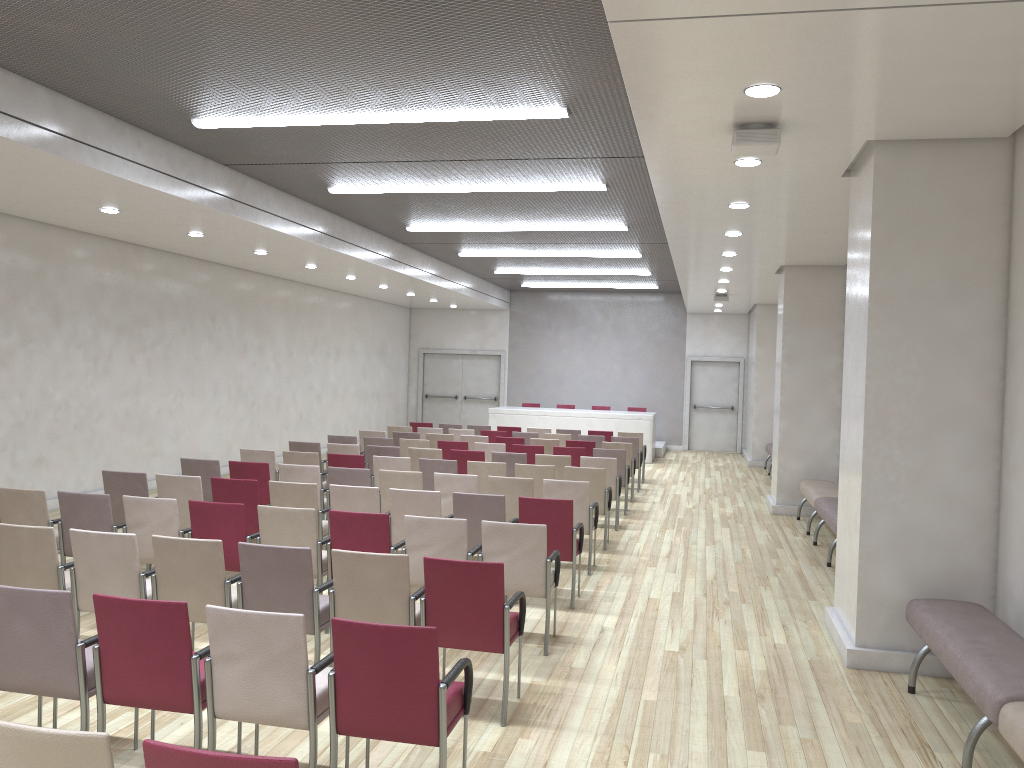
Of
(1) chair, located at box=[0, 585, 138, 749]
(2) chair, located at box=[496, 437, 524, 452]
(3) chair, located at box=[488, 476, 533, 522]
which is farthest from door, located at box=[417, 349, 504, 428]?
(1) chair, located at box=[0, 585, 138, 749]

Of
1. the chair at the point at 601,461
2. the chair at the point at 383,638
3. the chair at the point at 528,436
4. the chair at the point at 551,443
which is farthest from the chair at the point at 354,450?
the chair at the point at 383,638

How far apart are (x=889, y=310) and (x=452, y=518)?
3.2m

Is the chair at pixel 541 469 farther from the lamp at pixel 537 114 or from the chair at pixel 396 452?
the lamp at pixel 537 114

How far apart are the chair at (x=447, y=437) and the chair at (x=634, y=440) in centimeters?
296cm

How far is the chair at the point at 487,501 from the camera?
7.2 meters

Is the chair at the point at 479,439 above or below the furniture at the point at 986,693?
above

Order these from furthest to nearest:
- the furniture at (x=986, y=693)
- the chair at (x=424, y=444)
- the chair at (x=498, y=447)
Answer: the chair at (x=424, y=444), the chair at (x=498, y=447), the furniture at (x=986, y=693)

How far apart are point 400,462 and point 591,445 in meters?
4.1

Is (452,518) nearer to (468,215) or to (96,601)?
(96,601)
